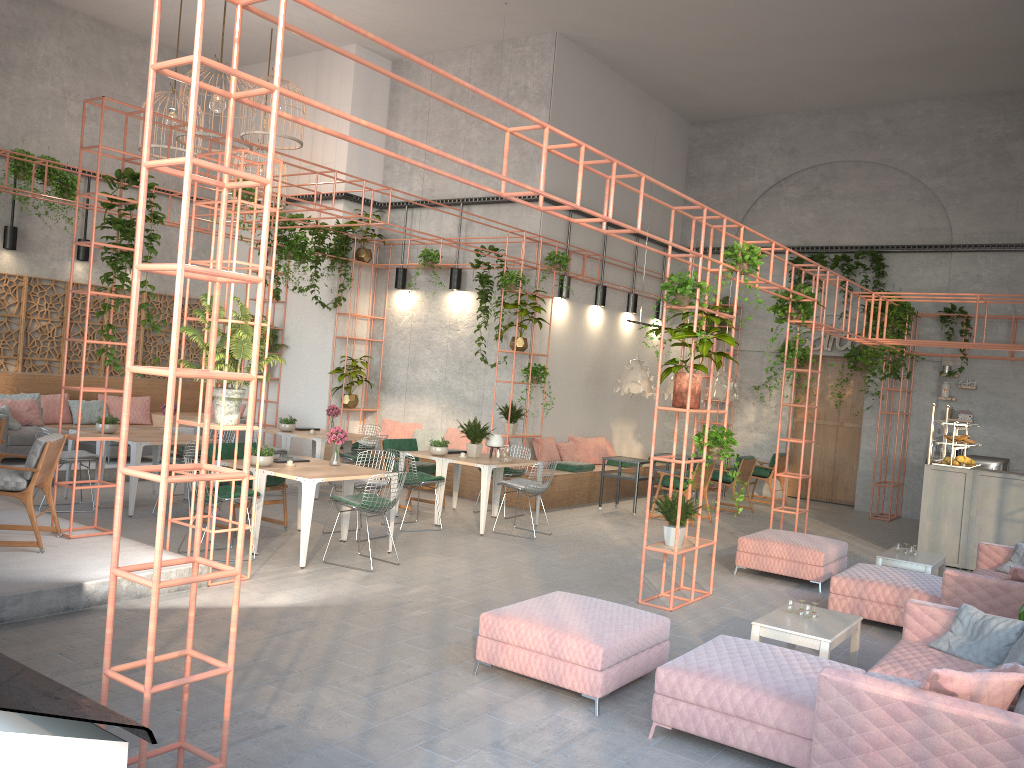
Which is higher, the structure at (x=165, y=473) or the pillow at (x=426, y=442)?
the structure at (x=165, y=473)

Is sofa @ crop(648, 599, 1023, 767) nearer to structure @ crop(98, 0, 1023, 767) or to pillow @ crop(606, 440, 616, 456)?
structure @ crop(98, 0, 1023, 767)

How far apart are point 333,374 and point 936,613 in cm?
1122

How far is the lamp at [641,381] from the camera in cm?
1319

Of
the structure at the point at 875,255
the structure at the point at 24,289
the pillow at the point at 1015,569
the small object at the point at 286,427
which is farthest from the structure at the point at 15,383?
the pillow at the point at 1015,569

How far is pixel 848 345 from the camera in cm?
1607

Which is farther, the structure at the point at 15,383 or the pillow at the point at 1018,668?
the structure at the point at 15,383

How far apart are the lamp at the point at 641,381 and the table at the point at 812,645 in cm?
685

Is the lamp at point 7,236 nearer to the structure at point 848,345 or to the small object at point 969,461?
the structure at point 848,345

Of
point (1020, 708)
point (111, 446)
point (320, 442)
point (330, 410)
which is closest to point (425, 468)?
point (320, 442)
